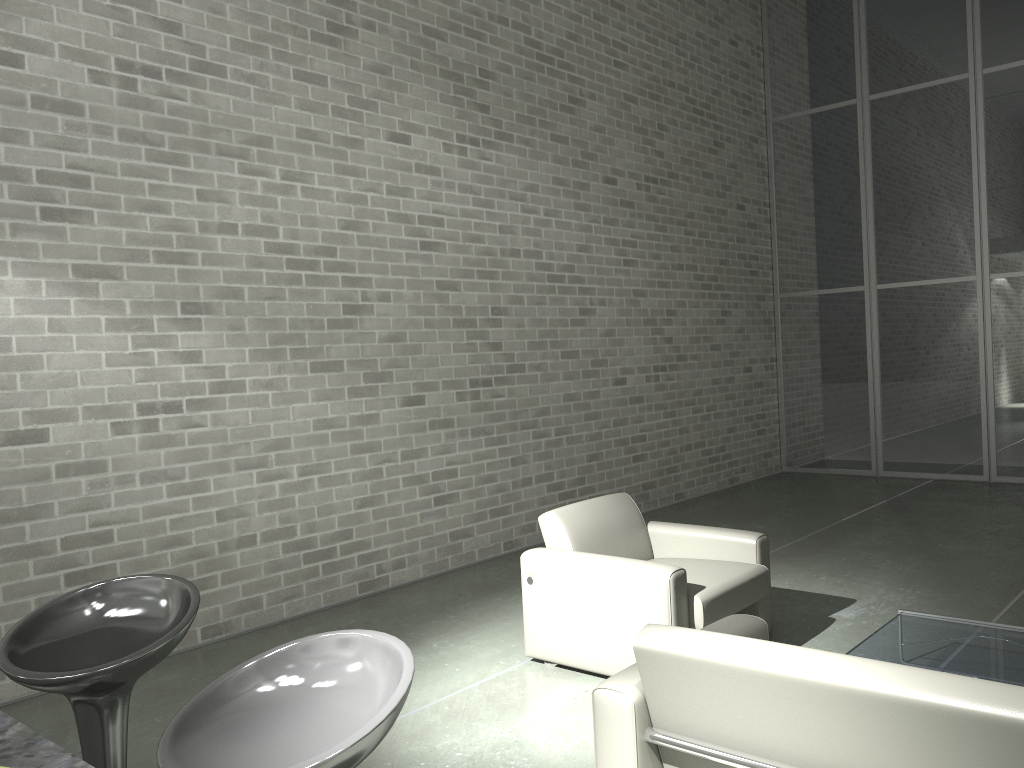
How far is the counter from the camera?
1.10m

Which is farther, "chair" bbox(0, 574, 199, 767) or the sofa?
"chair" bbox(0, 574, 199, 767)

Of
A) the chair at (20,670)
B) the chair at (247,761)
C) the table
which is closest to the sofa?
the table

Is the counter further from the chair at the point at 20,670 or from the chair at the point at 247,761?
the chair at the point at 20,670

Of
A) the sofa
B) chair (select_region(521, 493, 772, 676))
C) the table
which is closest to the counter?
the sofa

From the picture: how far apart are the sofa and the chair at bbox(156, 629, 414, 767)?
0.90m

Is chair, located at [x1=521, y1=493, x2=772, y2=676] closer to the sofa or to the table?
the table

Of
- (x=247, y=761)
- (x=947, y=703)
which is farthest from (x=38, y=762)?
(x=947, y=703)

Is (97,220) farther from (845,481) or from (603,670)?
(845,481)

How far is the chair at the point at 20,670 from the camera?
2.0m
